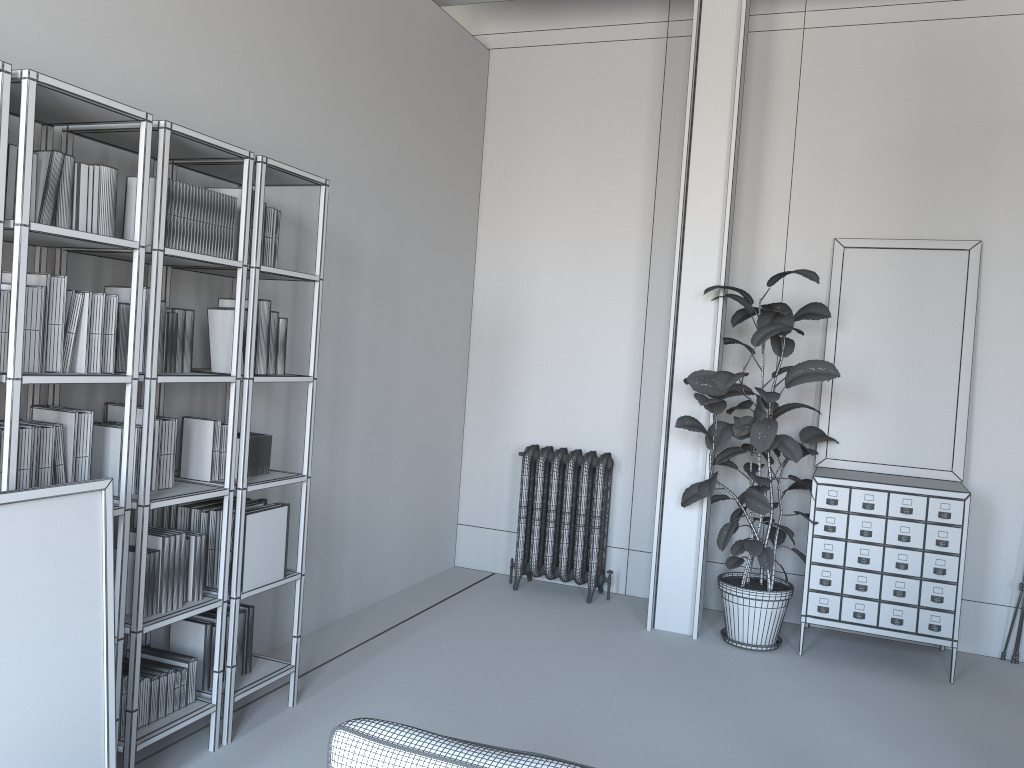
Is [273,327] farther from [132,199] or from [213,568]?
[213,568]

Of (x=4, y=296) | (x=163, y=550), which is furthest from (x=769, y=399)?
(x=4, y=296)

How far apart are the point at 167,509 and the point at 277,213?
1.3m

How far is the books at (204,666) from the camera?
3.5m

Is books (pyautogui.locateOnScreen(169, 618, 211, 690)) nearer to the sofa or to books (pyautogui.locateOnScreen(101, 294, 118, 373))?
books (pyautogui.locateOnScreen(101, 294, 118, 373))

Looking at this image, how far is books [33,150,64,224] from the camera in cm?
261

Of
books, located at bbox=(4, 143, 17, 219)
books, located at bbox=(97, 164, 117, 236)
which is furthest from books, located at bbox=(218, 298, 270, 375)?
books, located at bbox=(4, 143, 17, 219)

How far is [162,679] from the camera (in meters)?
3.20

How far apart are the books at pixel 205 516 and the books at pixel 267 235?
1.0 meters

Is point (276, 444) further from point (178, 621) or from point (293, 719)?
point (293, 719)
